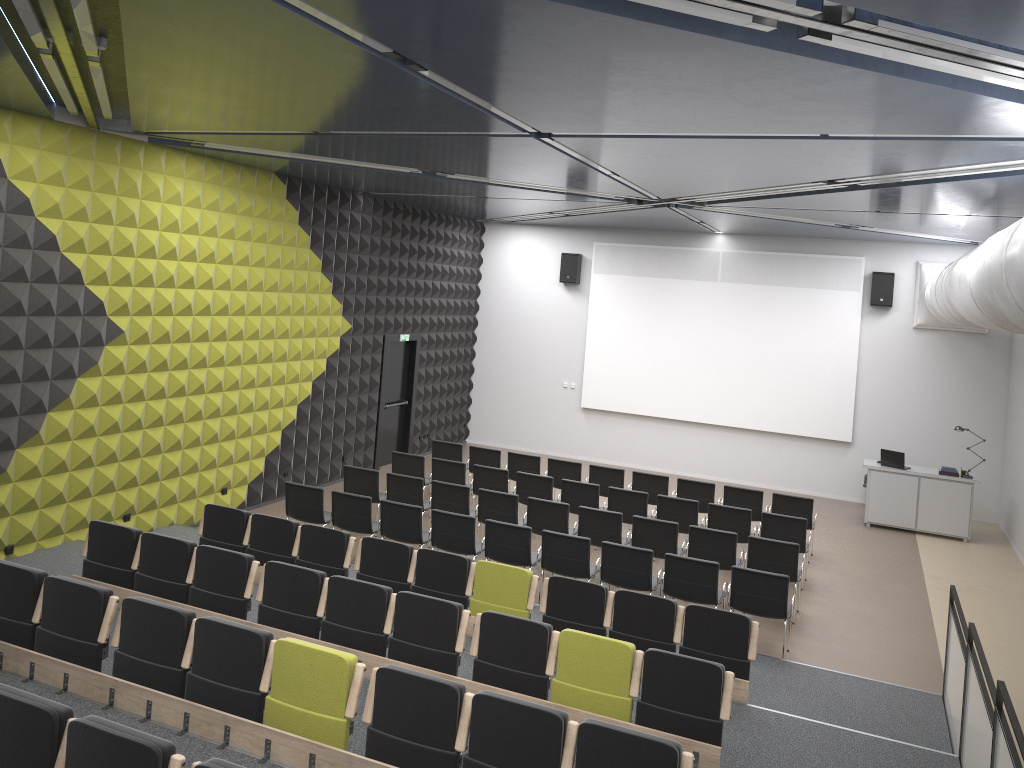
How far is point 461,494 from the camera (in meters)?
11.53

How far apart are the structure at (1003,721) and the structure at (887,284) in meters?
9.0

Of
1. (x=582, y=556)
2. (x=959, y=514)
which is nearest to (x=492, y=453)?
(x=582, y=556)

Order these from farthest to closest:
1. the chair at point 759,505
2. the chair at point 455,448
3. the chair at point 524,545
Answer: the chair at point 455,448
the chair at point 759,505
the chair at point 524,545

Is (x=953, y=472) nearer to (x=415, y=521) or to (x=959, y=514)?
(x=959, y=514)

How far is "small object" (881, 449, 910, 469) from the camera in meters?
14.6 m

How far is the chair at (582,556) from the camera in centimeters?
960cm

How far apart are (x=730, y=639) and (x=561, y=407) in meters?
11.4

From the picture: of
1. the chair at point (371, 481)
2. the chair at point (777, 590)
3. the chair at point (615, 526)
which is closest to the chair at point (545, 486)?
the chair at point (615, 526)

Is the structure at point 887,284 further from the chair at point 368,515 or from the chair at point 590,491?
the chair at point 368,515
